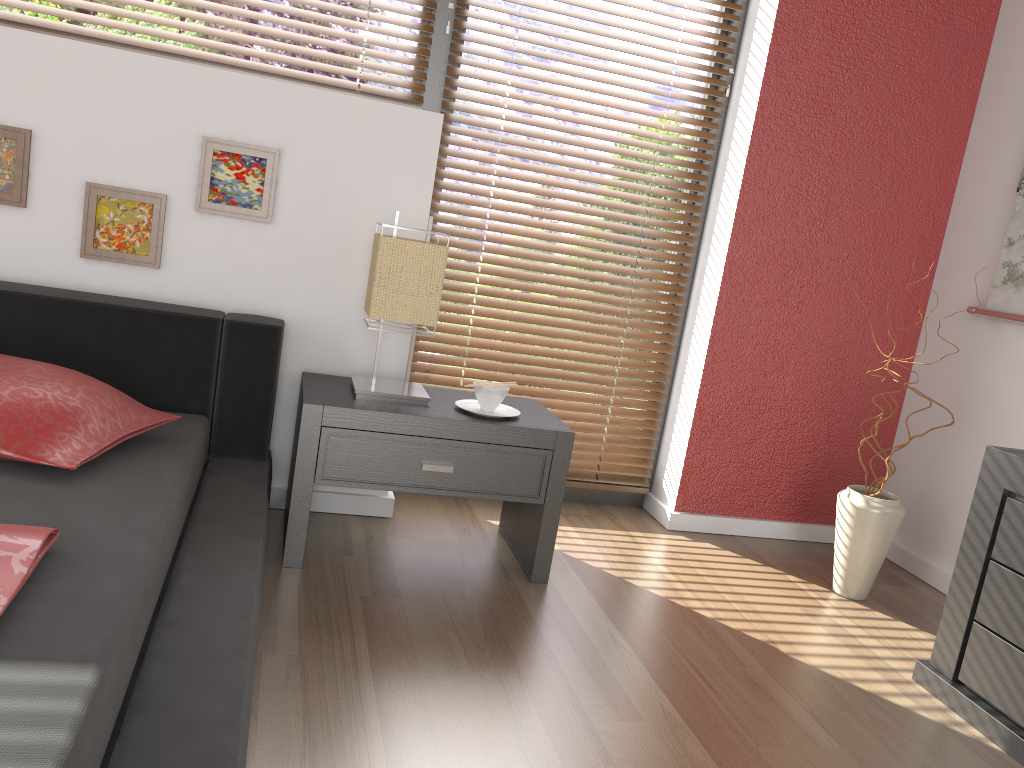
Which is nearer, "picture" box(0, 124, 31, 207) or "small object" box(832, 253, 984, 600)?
"picture" box(0, 124, 31, 207)

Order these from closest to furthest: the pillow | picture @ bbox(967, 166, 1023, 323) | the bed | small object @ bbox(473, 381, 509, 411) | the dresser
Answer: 1. the bed
2. the pillow
3. the dresser
4. small object @ bbox(473, 381, 509, 411)
5. picture @ bbox(967, 166, 1023, 323)

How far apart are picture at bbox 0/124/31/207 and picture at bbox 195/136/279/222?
0.4 meters

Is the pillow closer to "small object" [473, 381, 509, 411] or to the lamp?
the lamp

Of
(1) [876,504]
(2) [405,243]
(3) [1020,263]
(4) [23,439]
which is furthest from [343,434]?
(3) [1020,263]

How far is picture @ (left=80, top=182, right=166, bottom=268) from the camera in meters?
2.3

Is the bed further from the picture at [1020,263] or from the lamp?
the picture at [1020,263]

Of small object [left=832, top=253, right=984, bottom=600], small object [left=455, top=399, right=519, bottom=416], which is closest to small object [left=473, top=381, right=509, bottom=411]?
small object [left=455, top=399, right=519, bottom=416]

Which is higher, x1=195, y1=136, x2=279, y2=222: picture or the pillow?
x1=195, y1=136, x2=279, y2=222: picture

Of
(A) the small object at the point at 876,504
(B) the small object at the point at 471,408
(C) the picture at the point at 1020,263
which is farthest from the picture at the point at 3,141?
(C) the picture at the point at 1020,263
